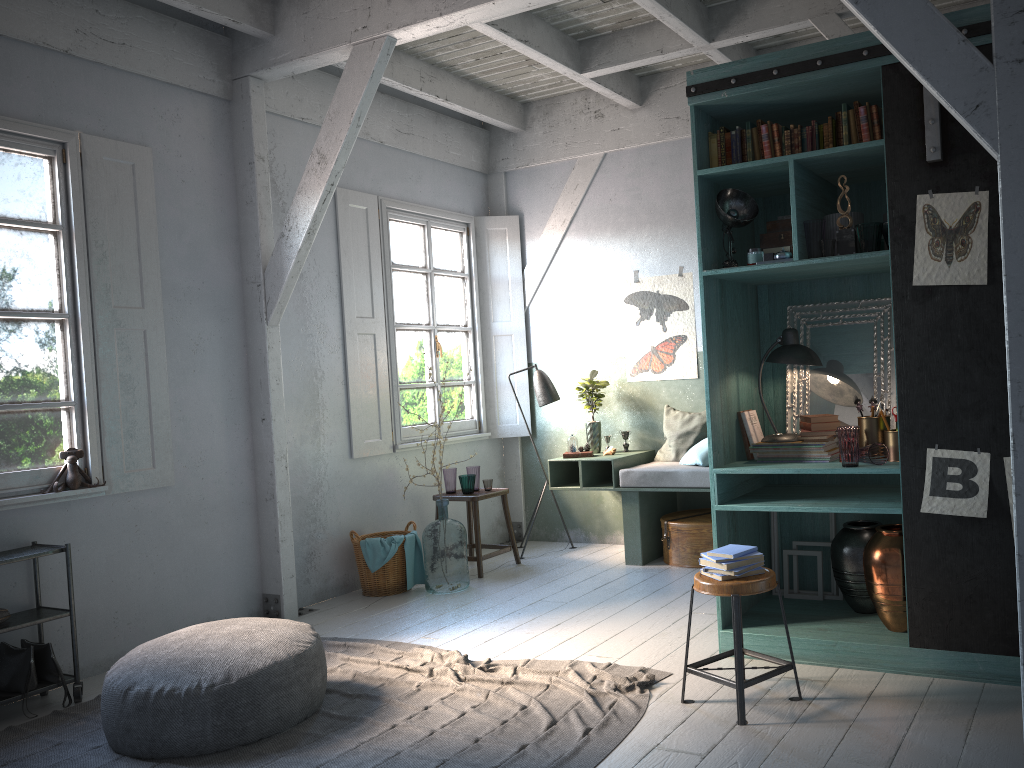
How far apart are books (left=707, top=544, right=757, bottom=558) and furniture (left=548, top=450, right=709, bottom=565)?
2.76m

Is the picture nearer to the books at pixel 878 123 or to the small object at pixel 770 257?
the books at pixel 878 123

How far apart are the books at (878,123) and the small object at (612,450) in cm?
401

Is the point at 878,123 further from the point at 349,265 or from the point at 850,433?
the point at 349,265

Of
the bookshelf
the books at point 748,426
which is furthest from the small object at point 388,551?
the books at point 748,426

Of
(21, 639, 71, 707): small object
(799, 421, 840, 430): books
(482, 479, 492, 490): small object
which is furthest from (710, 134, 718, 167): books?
(21, 639, 71, 707): small object

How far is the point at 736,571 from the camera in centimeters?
405cm

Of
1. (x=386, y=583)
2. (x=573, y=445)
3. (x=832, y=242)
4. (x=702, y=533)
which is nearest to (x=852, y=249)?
(x=832, y=242)

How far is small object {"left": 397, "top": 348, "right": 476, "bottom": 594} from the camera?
7.1m

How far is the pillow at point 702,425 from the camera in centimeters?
771cm
